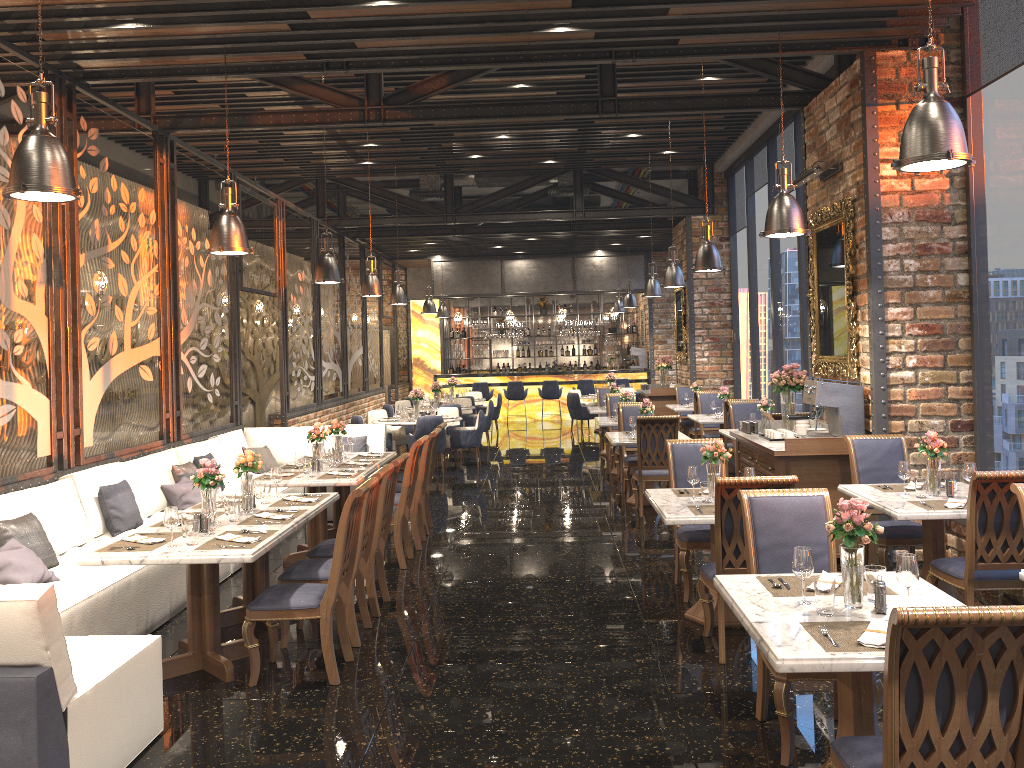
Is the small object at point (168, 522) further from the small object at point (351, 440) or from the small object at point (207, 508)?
the small object at point (351, 440)

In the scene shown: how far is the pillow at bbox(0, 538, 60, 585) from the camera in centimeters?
511cm

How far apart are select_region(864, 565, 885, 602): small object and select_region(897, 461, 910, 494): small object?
2.5 meters

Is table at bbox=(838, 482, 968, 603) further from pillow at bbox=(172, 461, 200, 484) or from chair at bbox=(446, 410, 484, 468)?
chair at bbox=(446, 410, 484, 468)

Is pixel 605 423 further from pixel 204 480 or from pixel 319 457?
pixel 204 480

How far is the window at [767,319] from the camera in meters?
13.2 m

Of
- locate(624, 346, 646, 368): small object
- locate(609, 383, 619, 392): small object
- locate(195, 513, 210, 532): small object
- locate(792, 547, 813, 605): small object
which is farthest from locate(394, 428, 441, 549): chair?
locate(624, 346, 646, 368): small object

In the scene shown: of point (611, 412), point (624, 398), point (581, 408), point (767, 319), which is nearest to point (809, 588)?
point (624, 398)

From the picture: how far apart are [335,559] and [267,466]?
5.4 meters

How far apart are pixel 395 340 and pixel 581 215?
8.0 meters
